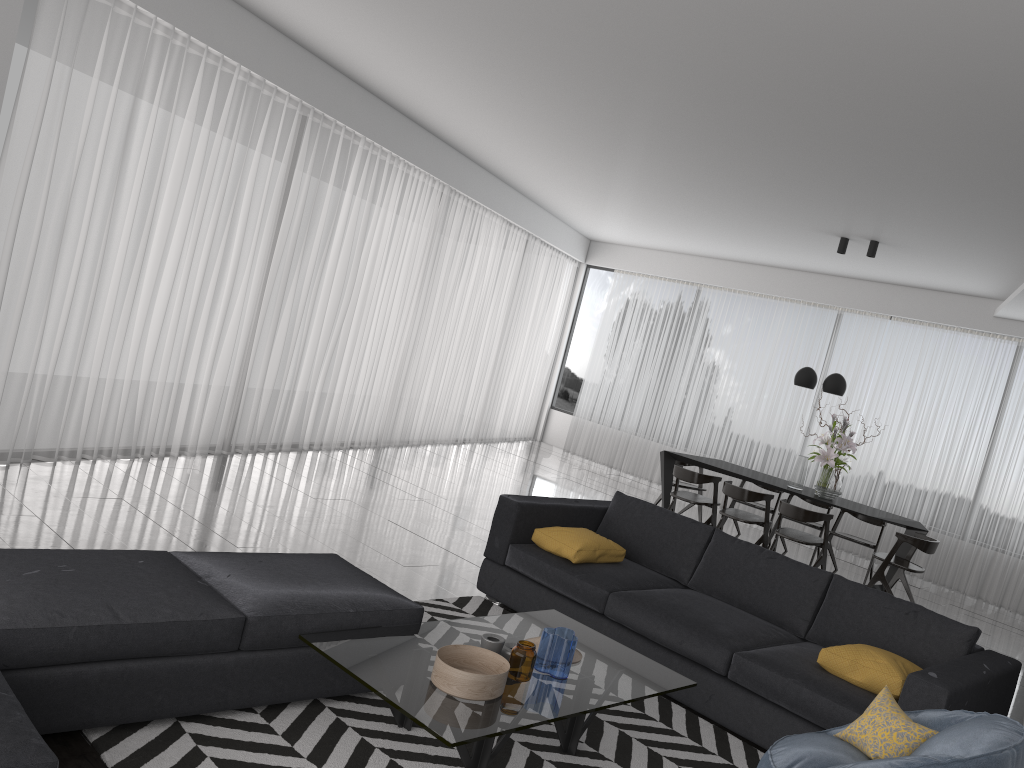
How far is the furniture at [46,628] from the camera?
2.6 meters

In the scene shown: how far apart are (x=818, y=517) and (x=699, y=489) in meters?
1.9 m

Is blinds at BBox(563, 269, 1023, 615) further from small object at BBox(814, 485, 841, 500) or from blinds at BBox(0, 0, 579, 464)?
small object at BBox(814, 485, 841, 500)

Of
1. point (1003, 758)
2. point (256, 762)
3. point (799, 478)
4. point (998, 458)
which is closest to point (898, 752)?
point (1003, 758)

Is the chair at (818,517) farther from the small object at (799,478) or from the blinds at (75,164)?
the blinds at (75,164)

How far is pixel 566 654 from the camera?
3.2m

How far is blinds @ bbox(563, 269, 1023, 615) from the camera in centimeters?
898cm

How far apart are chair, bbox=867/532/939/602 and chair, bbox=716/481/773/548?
0.91m

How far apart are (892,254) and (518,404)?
5.8m

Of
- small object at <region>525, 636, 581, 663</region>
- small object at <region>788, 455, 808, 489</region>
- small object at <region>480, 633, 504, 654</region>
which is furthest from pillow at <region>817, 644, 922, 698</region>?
small object at <region>788, 455, 808, 489</region>
